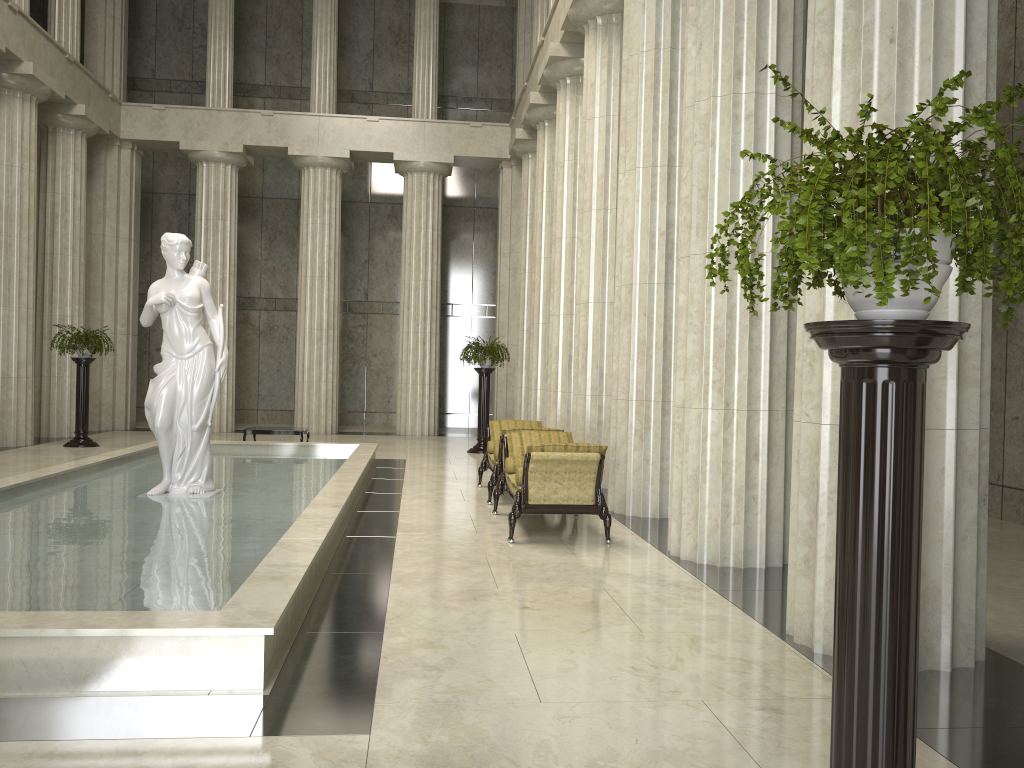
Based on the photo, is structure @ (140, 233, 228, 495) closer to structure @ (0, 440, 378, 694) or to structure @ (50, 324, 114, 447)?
structure @ (0, 440, 378, 694)

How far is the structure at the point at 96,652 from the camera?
4.2m

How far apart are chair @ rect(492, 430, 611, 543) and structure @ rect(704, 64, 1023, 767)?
5.3 meters

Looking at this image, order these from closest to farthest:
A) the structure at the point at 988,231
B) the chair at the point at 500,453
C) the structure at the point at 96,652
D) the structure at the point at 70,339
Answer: the structure at the point at 988,231 < the structure at the point at 96,652 < the chair at the point at 500,453 < the structure at the point at 70,339

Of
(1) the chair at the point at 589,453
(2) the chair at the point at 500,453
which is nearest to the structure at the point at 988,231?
(1) the chair at the point at 589,453

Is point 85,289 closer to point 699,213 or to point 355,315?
point 355,315

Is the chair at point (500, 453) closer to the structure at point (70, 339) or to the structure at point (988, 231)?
the structure at point (988, 231)

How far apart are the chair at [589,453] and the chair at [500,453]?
0.4m

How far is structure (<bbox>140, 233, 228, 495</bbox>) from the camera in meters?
9.5

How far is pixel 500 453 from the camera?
10.7m
